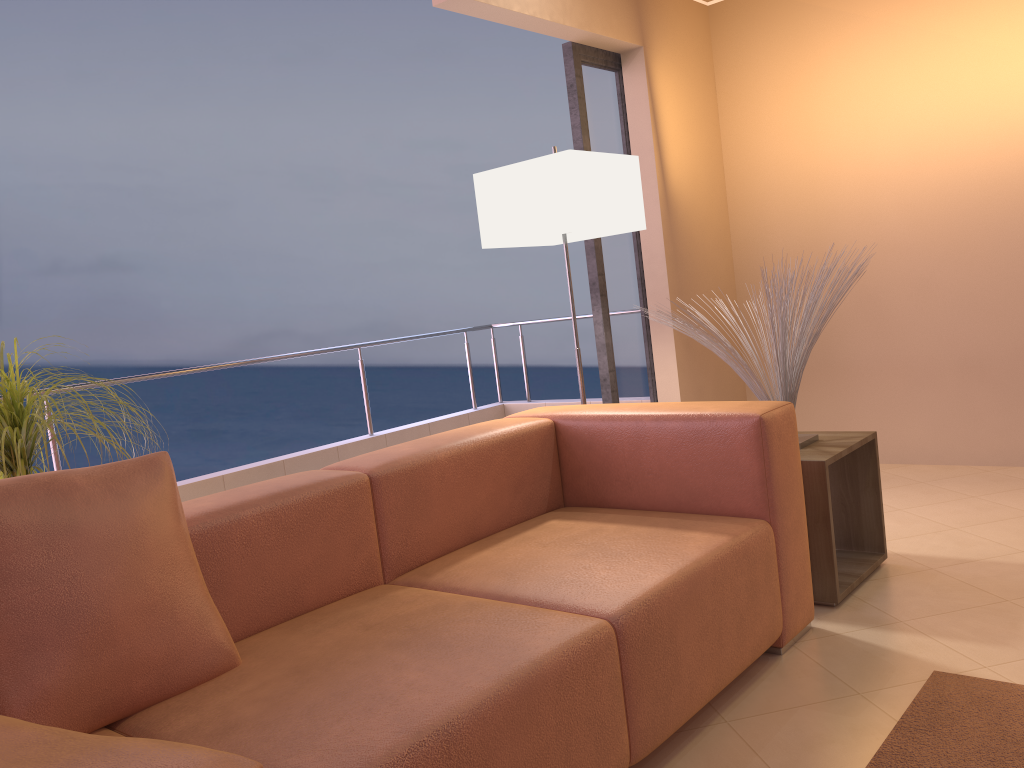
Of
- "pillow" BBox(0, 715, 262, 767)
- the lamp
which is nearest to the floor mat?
"pillow" BBox(0, 715, 262, 767)

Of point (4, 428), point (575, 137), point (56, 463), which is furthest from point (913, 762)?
point (56, 463)

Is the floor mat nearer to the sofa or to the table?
the sofa

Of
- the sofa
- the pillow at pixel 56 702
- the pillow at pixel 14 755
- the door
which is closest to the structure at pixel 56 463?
the door

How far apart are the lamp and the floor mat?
1.72m

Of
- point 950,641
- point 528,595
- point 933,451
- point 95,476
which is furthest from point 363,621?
point 933,451

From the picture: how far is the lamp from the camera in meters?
3.1 m

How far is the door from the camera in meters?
4.0

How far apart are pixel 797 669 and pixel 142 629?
1.6m

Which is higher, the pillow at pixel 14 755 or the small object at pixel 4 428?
the small object at pixel 4 428
